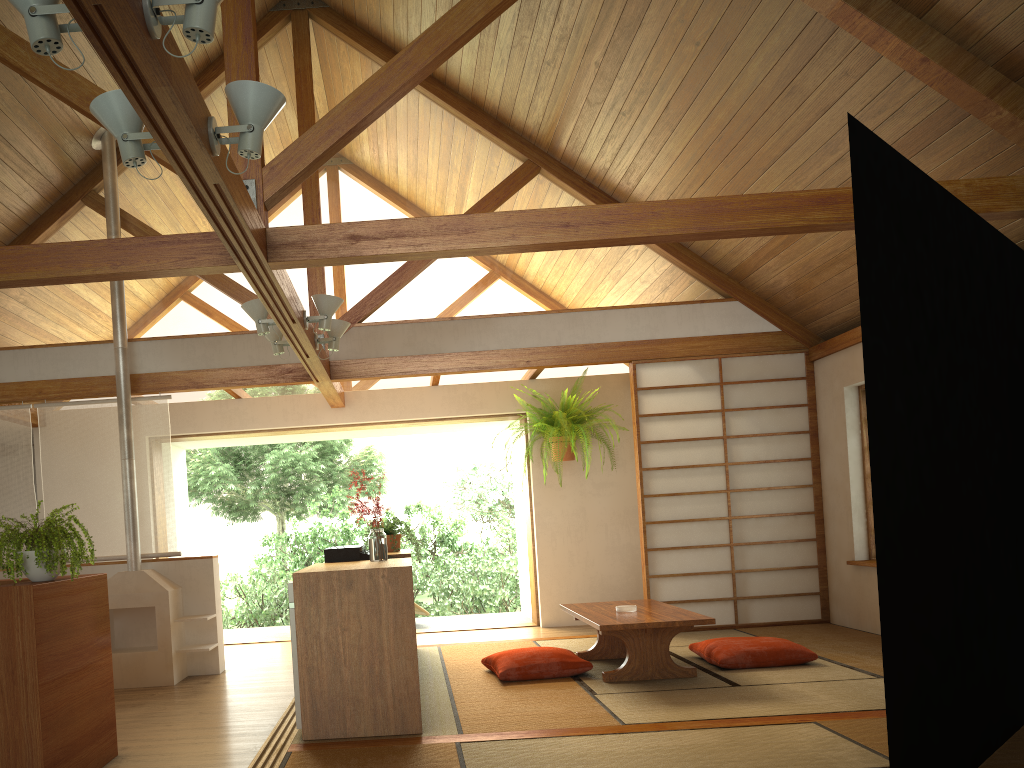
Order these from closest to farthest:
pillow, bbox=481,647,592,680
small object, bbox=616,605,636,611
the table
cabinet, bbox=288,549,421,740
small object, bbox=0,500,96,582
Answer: small object, bbox=0,500,96,582 < cabinet, bbox=288,549,421,740 < the table < pillow, bbox=481,647,592,680 < small object, bbox=616,605,636,611

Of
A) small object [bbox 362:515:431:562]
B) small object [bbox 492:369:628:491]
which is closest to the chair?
small object [bbox 492:369:628:491]

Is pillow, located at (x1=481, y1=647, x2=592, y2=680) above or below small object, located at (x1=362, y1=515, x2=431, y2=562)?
below

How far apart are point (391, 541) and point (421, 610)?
2.8m

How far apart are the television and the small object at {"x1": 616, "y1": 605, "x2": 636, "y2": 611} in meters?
1.5

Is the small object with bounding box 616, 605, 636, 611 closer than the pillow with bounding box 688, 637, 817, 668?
No

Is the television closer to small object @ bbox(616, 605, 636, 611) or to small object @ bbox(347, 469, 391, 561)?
small object @ bbox(347, 469, 391, 561)

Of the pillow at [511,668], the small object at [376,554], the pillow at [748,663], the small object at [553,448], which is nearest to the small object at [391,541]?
the pillow at [511,668]

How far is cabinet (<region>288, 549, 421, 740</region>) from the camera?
A: 3.77m

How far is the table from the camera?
4.7 meters
